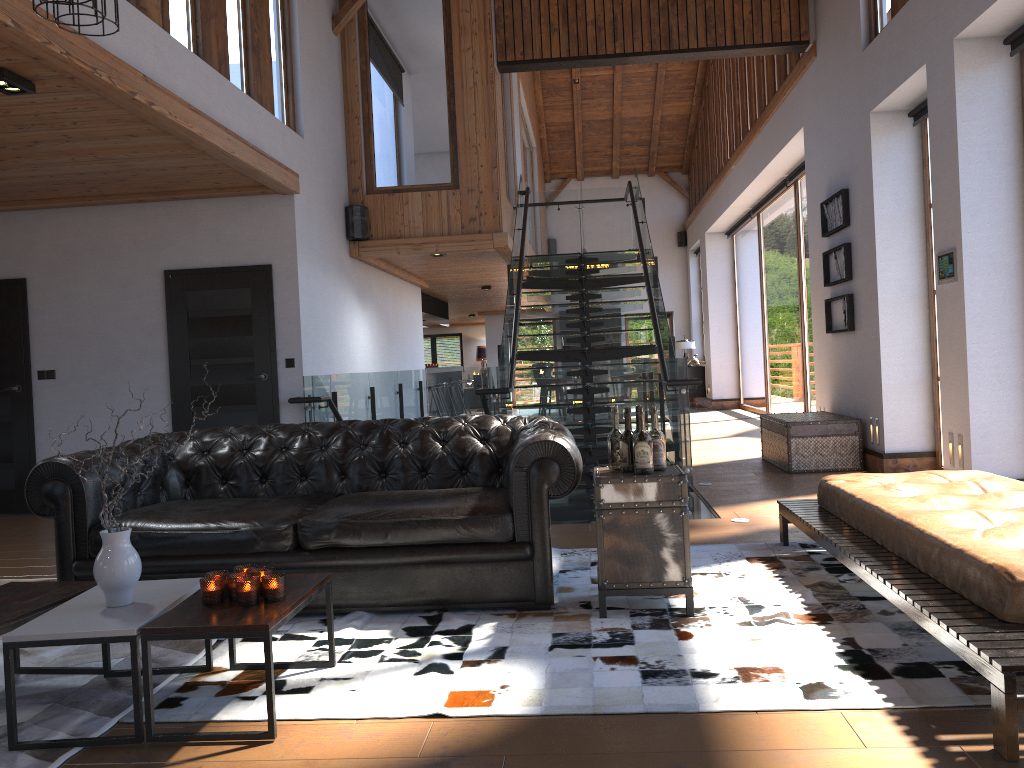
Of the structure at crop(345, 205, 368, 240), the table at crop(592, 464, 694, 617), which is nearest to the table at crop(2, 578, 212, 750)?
the table at crop(592, 464, 694, 617)

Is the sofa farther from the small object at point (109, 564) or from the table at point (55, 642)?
the small object at point (109, 564)

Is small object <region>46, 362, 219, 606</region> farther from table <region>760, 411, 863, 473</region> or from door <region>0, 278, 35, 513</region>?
table <region>760, 411, 863, 473</region>

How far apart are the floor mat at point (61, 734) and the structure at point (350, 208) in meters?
6.0 m

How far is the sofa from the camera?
3.9m

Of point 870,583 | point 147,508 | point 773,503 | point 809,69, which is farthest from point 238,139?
point 809,69

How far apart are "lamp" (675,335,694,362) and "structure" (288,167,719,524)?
7.3m

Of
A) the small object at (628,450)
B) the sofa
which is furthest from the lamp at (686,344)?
the small object at (628,450)

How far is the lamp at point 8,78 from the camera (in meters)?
4.43

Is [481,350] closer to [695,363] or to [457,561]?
[695,363]
